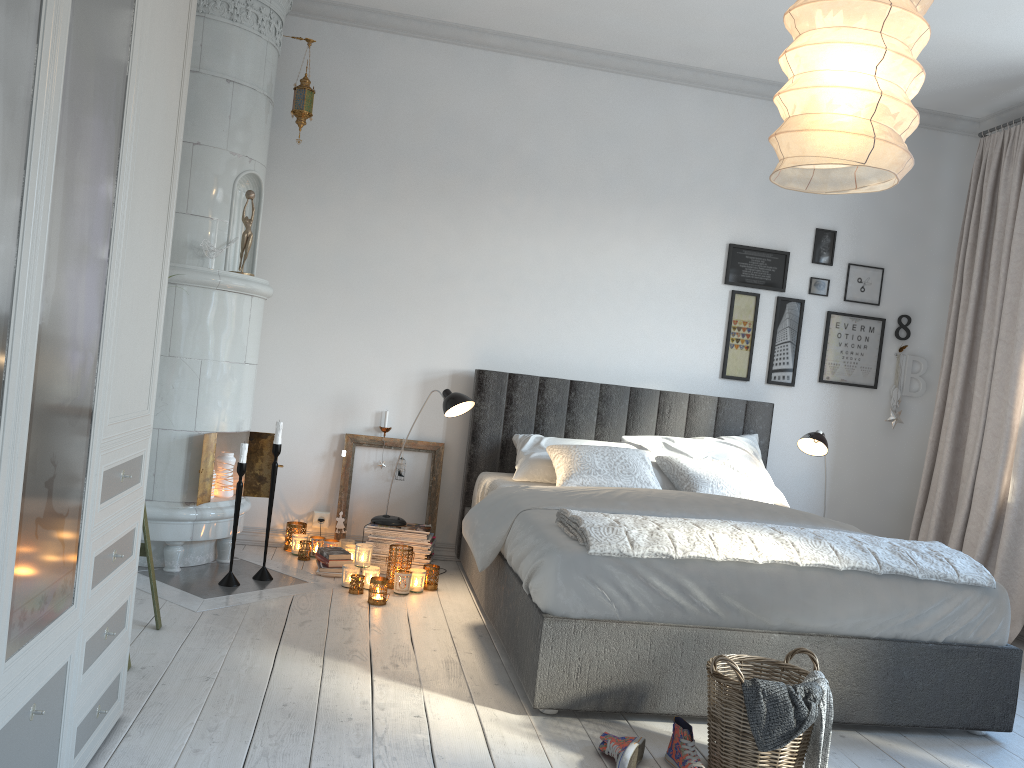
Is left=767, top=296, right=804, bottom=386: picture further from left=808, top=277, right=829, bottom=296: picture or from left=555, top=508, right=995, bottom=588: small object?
left=555, top=508, right=995, bottom=588: small object

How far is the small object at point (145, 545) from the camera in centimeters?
309cm

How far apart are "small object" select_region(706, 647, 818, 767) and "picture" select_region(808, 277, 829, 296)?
3.0m

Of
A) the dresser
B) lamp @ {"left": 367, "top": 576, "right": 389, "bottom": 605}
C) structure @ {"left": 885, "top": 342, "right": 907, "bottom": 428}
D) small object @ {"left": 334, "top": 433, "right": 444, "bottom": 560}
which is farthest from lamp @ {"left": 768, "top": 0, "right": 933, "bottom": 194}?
structure @ {"left": 885, "top": 342, "right": 907, "bottom": 428}

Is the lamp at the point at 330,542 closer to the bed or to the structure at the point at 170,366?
the structure at the point at 170,366

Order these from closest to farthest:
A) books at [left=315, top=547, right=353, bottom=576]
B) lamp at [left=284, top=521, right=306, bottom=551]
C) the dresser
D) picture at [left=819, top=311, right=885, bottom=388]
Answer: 1. the dresser
2. books at [left=315, top=547, right=353, bottom=576]
3. lamp at [left=284, top=521, right=306, bottom=551]
4. picture at [left=819, top=311, right=885, bottom=388]

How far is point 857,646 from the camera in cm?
284

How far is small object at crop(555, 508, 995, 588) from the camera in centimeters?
275cm

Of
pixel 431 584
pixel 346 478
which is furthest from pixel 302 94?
pixel 431 584

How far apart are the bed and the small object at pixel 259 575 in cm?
89
